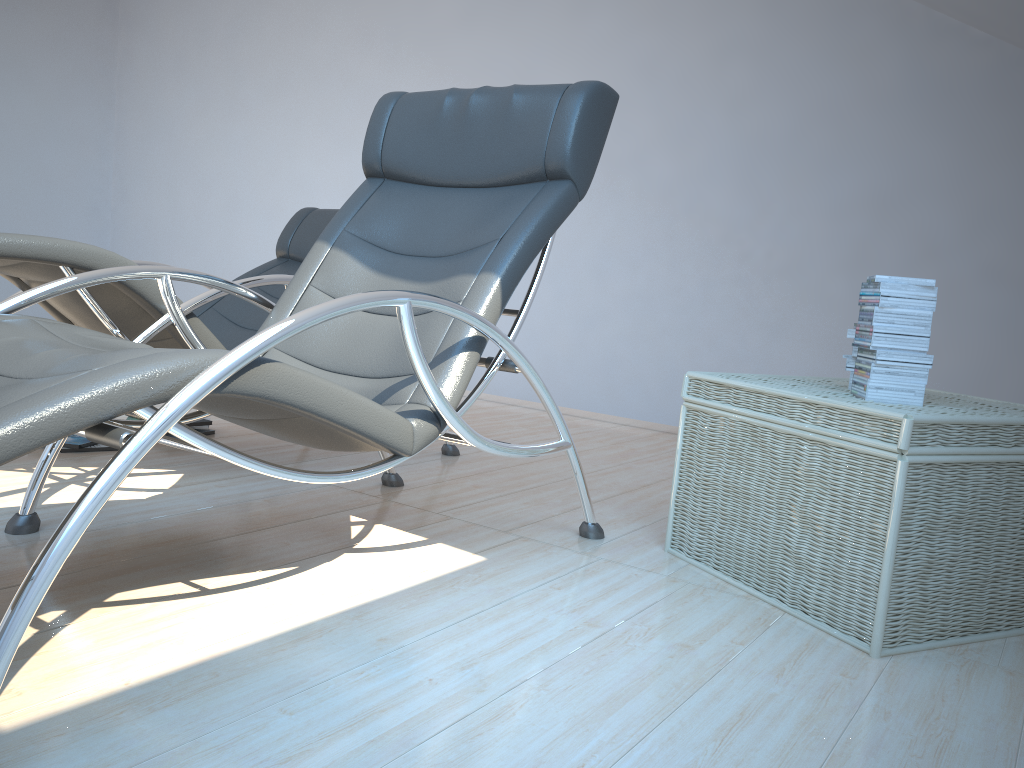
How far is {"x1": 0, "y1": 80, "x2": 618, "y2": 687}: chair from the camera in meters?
1.3 m

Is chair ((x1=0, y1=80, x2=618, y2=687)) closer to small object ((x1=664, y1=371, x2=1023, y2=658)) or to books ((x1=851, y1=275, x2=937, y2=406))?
small object ((x1=664, y1=371, x2=1023, y2=658))

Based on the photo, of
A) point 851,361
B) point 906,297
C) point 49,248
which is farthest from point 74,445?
point 906,297

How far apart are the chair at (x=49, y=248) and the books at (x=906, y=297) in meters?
1.7 m

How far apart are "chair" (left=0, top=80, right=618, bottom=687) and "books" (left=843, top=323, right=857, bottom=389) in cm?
75

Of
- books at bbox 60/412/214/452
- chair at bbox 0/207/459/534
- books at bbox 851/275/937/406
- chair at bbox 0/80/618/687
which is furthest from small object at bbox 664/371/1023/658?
books at bbox 60/412/214/452

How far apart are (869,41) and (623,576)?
3.1 meters

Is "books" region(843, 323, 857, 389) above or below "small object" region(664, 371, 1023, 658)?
above

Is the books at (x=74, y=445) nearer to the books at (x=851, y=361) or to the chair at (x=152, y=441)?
the chair at (x=152, y=441)

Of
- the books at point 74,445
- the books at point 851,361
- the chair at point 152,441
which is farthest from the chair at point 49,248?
the books at point 851,361
